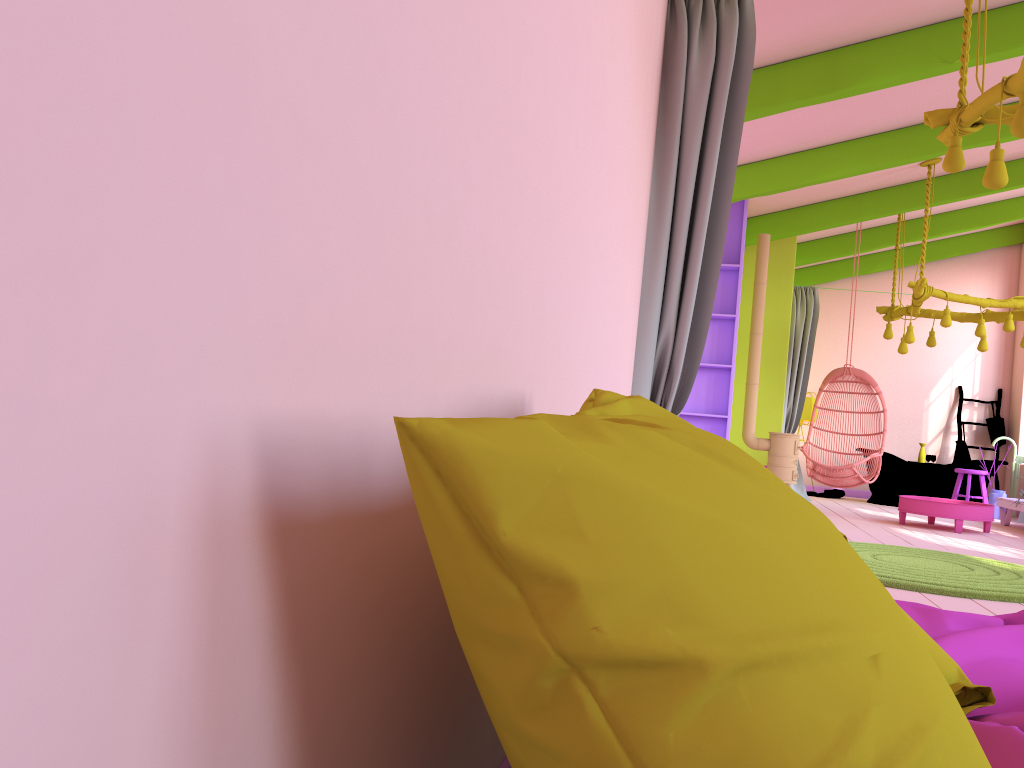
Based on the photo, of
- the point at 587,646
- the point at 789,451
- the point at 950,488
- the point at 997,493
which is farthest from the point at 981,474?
the point at 587,646

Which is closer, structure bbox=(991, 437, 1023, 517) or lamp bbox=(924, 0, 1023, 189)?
lamp bbox=(924, 0, 1023, 189)

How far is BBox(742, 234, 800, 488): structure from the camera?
8.7 meters

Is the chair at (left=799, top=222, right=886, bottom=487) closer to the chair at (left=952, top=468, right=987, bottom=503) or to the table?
the table

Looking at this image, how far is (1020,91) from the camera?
3.8 meters

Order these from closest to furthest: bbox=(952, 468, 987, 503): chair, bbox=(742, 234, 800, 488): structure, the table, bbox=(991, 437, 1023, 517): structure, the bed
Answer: the bed, the table, bbox=(742, 234, 800, 488): structure, bbox=(952, 468, 987, 503): chair, bbox=(991, 437, 1023, 517): structure

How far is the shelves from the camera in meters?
8.4

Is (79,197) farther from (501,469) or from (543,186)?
(543,186)

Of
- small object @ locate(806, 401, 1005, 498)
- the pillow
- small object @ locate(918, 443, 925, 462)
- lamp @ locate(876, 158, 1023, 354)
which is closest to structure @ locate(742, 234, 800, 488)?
lamp @ locate(876, 158, 1023, 354)

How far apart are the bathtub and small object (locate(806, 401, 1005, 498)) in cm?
22
